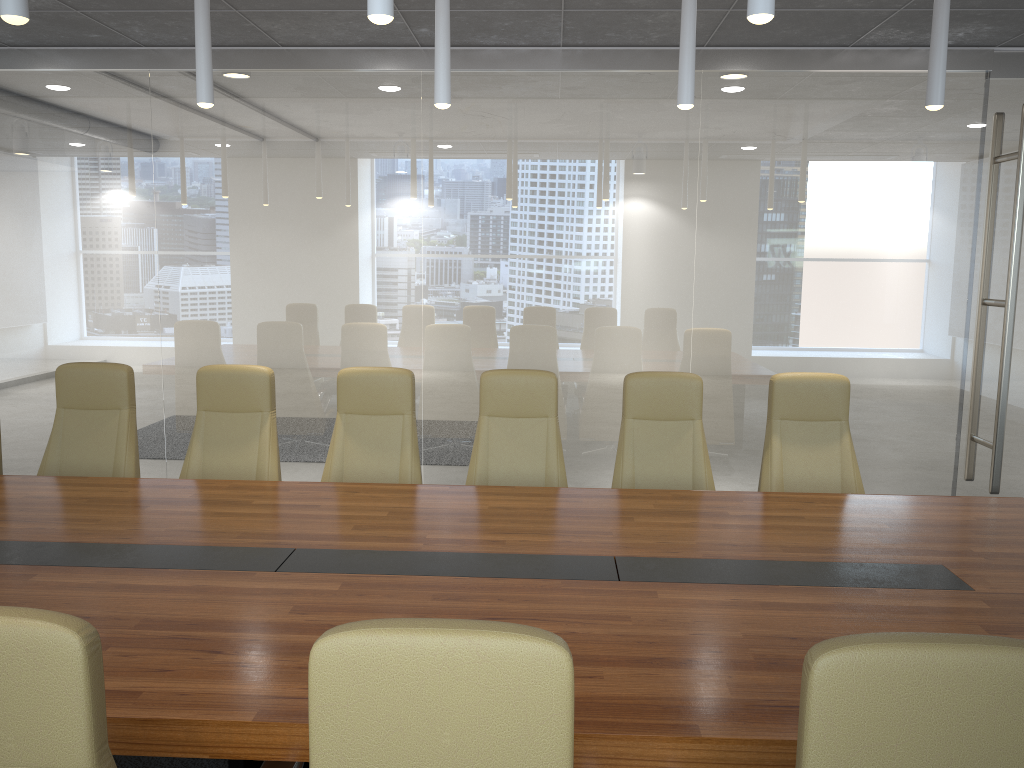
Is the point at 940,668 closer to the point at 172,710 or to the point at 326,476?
Answer: the point at 172,710

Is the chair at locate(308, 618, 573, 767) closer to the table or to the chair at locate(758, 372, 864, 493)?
the table

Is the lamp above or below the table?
above

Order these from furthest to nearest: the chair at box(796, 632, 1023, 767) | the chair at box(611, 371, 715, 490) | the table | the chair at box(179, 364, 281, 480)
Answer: the chair at box(179, 364, 281, 480) → the chair at box(611, 371, 715, 490) → the table → the chair at box(796, 632, 1023, 767)

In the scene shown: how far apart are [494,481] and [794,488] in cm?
164

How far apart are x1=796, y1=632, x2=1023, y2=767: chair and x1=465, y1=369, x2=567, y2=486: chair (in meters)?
3.36

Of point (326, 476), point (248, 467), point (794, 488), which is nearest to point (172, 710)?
point (326, 476)

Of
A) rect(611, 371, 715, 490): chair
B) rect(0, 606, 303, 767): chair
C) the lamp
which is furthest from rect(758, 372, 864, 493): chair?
rect(0, 606, 303, 767): chair

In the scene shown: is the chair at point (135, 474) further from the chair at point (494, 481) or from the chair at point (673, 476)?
the chair at point (673, 476)

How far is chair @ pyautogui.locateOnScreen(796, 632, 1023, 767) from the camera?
1.4m
